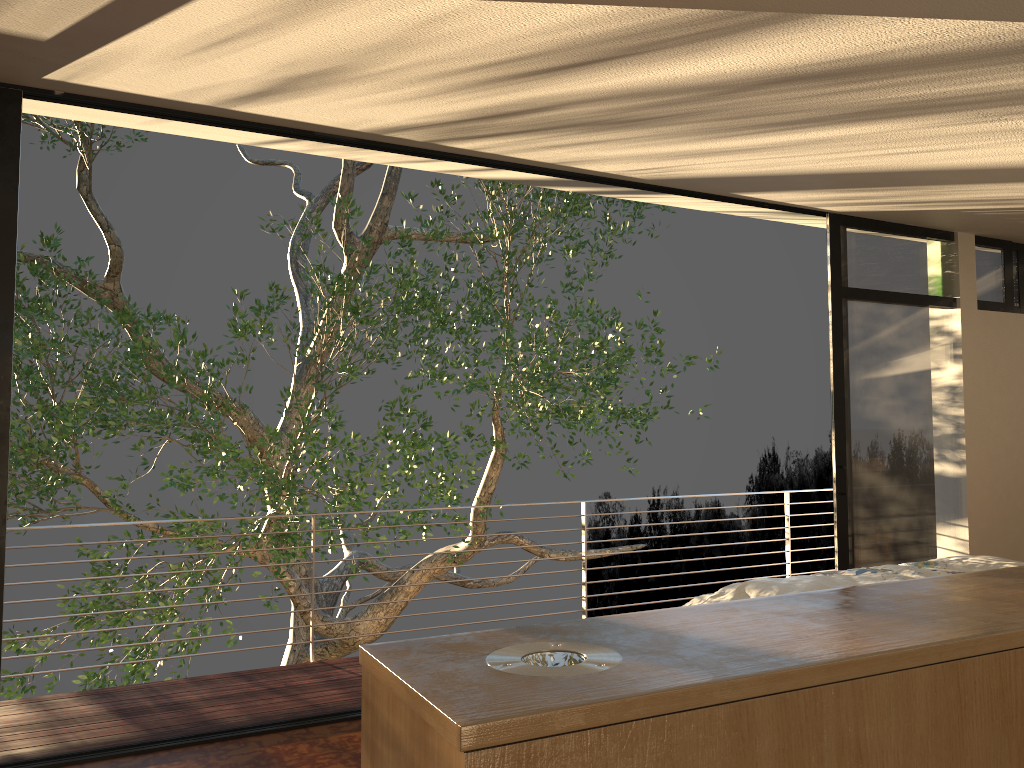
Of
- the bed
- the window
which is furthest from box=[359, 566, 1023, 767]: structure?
the window

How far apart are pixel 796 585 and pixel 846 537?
1.77m

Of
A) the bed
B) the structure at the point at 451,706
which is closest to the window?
the bed

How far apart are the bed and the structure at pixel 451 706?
2.0 meters

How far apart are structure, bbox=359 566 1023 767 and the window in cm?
288

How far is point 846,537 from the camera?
5.01m

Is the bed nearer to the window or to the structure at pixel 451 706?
the window

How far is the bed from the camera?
3.42m

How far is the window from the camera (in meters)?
5.01

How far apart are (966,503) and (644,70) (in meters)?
4.18
